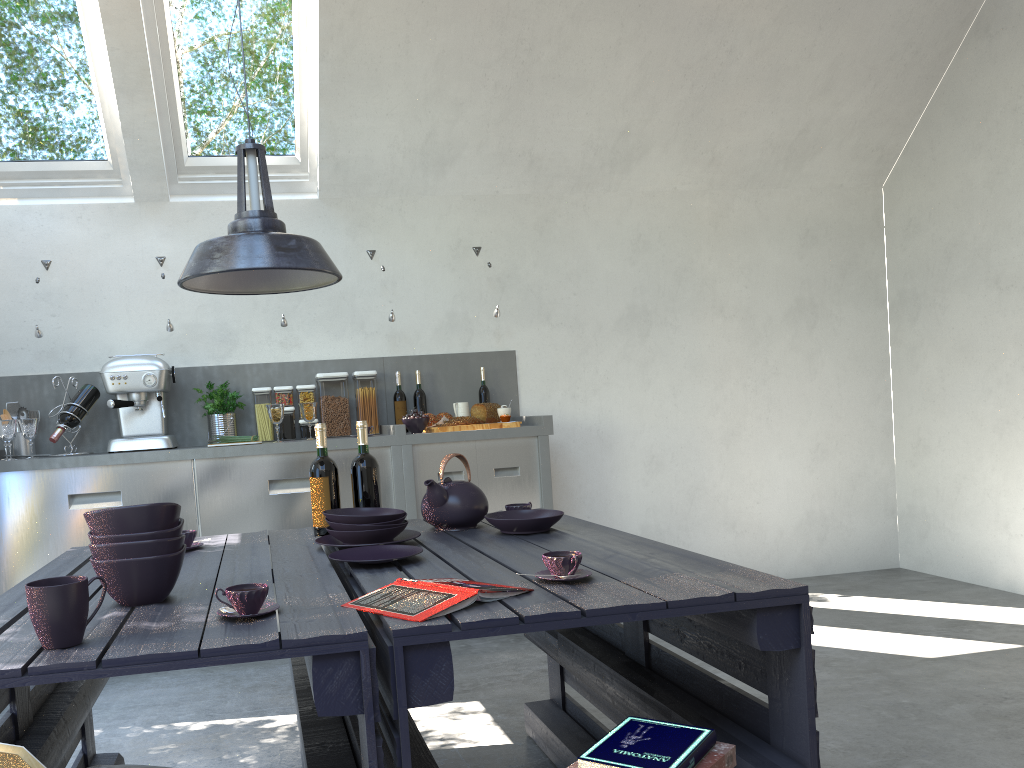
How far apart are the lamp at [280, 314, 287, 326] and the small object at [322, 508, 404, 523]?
2.2 meters

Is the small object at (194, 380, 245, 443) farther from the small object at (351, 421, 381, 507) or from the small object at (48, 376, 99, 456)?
the small object at (351, 421, 381, 507)

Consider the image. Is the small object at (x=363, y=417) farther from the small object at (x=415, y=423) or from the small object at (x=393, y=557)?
the small object at (x=393, y=557)

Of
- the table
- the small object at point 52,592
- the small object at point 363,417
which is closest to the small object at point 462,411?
the small object at point 363,417

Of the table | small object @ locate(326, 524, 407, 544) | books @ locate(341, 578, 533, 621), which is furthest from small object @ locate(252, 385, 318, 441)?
books @ locate(341, 578, 533, 621)

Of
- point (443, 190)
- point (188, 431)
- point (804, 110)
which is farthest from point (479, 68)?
point (188, 431)

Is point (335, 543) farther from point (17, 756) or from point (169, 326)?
point (169, 326)

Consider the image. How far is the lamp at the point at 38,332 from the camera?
→ 4.1m

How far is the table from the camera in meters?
1.4 m

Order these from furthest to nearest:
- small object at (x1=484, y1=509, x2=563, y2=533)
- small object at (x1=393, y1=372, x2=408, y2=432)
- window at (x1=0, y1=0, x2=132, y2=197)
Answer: small object at (x1=393, y1=372, x2=408, y2=432) → window at (x1=0, y1=0, x2=132, y2=197) → small object at (x1=484, y1=509, x2=563, y2=533)
